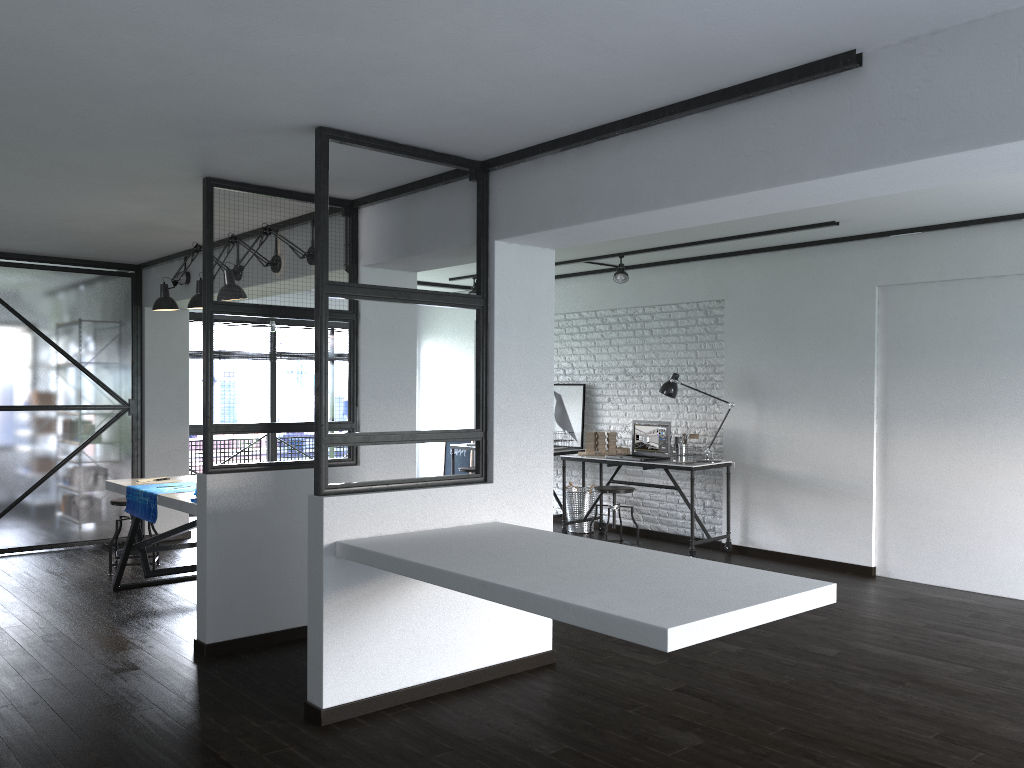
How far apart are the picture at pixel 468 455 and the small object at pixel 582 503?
1.76m

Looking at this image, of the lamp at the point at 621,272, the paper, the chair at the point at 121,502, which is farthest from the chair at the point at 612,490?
the chair at the point at 121,502

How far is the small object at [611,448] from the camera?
7.6m

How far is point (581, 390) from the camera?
8.4m

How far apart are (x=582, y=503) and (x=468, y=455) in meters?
2.1 m

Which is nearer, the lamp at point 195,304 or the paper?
the paper

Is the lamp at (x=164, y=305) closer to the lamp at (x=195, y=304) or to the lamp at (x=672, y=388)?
the lamp at (x=195, y=304)

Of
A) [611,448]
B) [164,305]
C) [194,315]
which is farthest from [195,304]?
[194,315]

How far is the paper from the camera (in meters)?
4.93

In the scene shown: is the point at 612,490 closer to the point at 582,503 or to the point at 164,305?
the point at 582,503
